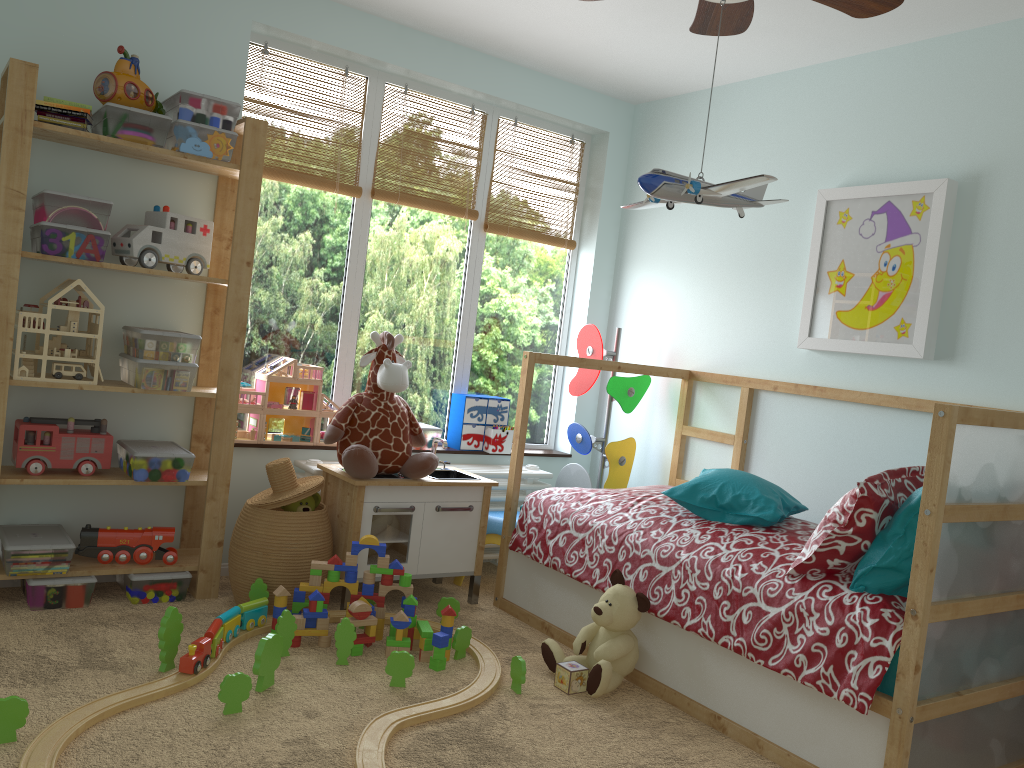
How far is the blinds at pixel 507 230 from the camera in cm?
401

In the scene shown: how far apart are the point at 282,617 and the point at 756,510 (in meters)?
1.46

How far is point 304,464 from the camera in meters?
3.4 m

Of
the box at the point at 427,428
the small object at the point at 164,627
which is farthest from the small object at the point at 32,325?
the box at the point at 427,428

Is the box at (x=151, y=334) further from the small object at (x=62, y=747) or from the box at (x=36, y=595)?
the small object at (x=62, y=747)

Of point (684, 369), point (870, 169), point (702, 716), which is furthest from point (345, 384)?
point (870, 169)

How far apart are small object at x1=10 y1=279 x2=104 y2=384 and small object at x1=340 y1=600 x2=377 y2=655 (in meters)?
1.09

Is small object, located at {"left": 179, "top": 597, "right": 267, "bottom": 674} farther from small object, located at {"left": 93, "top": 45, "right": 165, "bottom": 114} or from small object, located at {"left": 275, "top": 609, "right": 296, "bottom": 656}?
small object, located at {"left": 93, "top": 45, "right": 165, "bottom": 114}

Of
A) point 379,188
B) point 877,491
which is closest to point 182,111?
point 379,188

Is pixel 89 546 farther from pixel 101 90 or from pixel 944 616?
pixel 944 616
